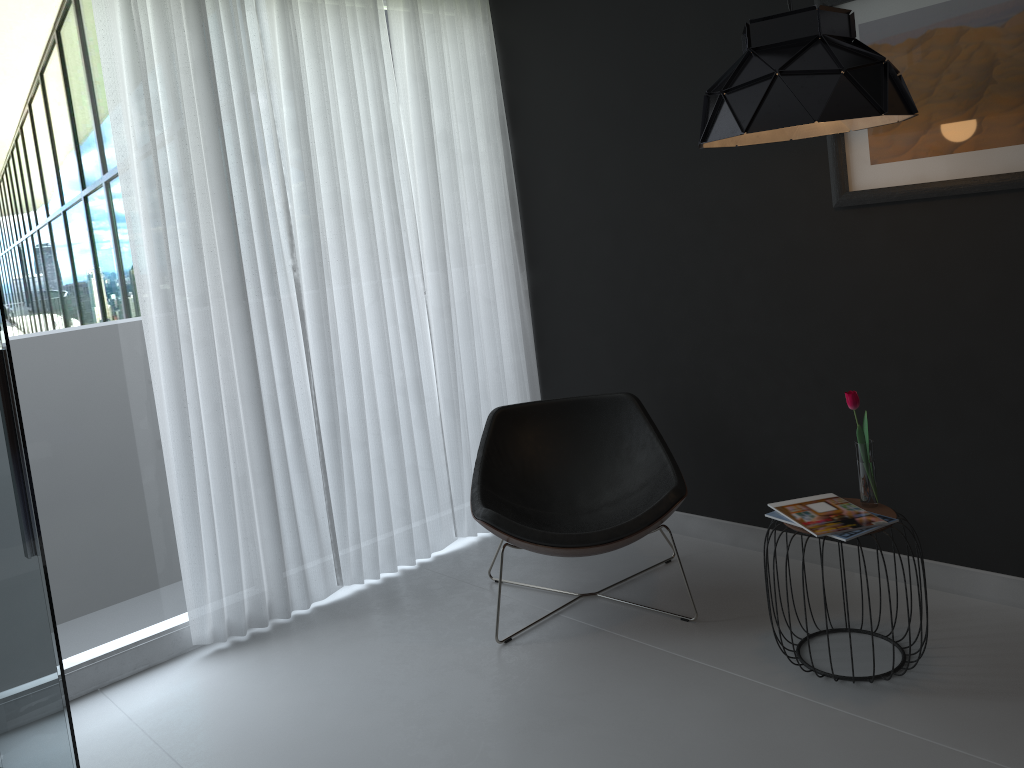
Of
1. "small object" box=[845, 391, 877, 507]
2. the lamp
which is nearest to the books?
"small object" box=[845, 391, 877, 507]

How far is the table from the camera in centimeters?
262cm

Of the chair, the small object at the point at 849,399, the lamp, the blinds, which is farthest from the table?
the blinds

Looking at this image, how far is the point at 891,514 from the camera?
2.6 meters

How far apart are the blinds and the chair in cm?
44

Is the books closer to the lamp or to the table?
the table

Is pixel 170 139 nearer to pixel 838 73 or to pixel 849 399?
pixel 838 73

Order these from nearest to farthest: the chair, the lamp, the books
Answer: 1. the lamp
2. the books
3. the chair

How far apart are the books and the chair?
0.35m

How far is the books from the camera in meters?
2.5 m
